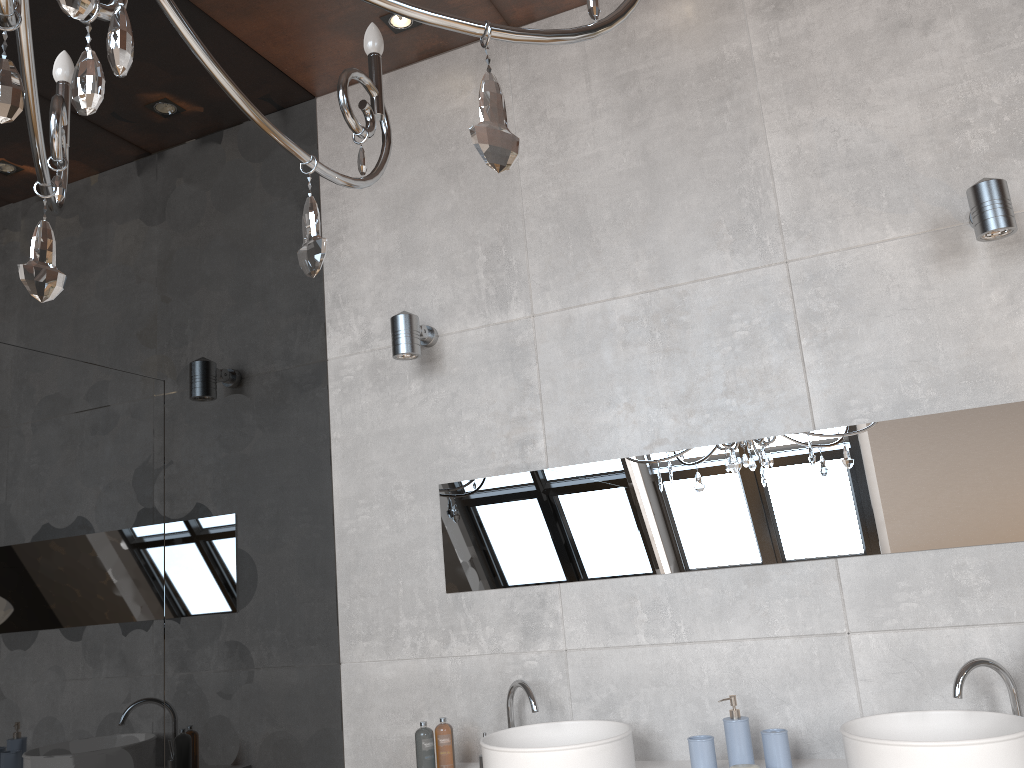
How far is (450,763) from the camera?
2.7m

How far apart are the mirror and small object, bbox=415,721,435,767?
0.5m

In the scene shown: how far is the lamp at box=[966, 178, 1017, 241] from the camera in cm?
236

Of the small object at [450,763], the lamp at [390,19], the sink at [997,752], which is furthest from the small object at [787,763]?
the lamp at [390,19]

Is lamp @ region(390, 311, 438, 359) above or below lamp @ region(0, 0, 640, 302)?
above

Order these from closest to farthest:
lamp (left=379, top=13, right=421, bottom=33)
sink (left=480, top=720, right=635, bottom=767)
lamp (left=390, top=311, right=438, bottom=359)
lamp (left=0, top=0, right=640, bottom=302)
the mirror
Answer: lamp (left=0, top=0, right=640, bottom=302) → sink (left=480, top=720, right=635, bottom=767) → the mirror → lamp (left=390, top=311, right=438, bottom=359) → lamp (left=379, top=13, right=421, bottom=33)

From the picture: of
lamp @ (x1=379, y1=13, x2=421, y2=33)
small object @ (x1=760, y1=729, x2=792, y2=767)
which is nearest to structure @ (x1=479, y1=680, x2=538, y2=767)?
small object @ (x1=760, y1=729, x2=792, y2=767)

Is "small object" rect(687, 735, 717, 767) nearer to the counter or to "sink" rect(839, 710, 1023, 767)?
the counter

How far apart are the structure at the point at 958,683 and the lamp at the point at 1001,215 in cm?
112

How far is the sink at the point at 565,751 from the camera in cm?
236
